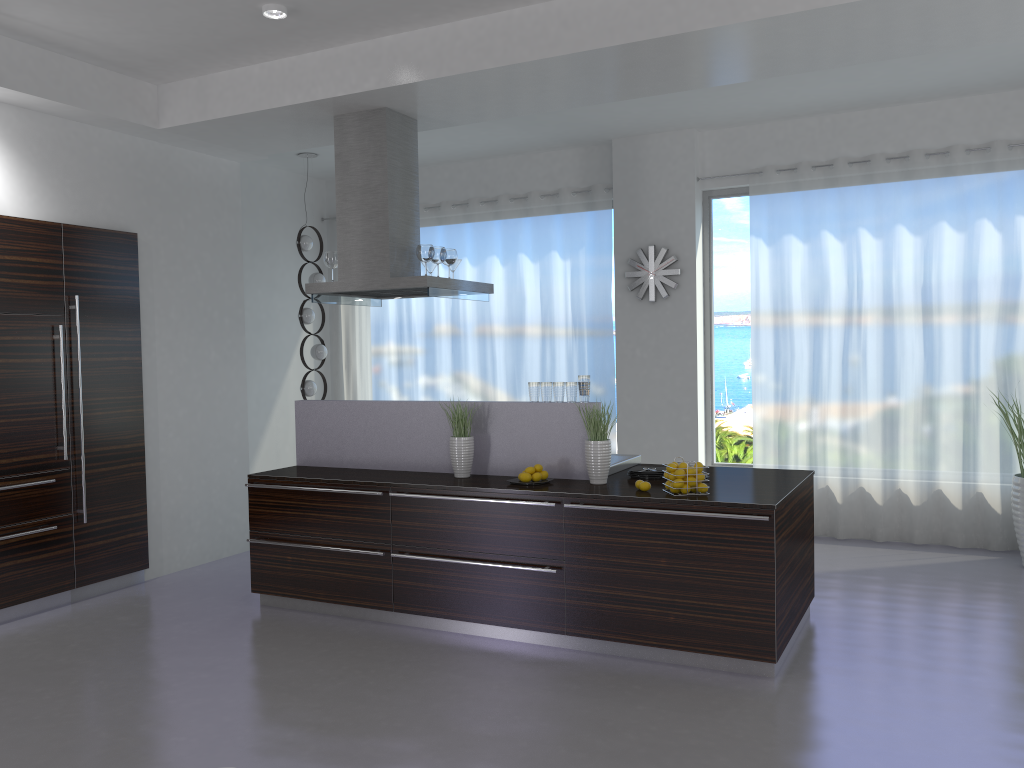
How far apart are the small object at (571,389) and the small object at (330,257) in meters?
2.0 m

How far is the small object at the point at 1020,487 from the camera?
6.21m

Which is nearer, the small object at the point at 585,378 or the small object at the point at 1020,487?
the small object at the point at 585,378

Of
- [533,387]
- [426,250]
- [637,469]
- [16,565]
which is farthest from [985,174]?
[16,565]

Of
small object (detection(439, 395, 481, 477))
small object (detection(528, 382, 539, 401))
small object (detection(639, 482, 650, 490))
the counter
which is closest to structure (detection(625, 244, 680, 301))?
the counter

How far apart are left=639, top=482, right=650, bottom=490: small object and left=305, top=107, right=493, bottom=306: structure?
1.95m

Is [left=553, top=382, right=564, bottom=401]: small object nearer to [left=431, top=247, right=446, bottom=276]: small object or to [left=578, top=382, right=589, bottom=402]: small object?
[left=578, top=382, right=589, bottom=402]: small object

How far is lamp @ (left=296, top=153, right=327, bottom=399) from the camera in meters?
8.2 m

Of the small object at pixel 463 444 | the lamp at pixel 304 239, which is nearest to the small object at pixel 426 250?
the small object at pixel 463 444

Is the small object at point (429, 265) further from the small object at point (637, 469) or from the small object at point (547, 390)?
the small object at point (637, 469)
